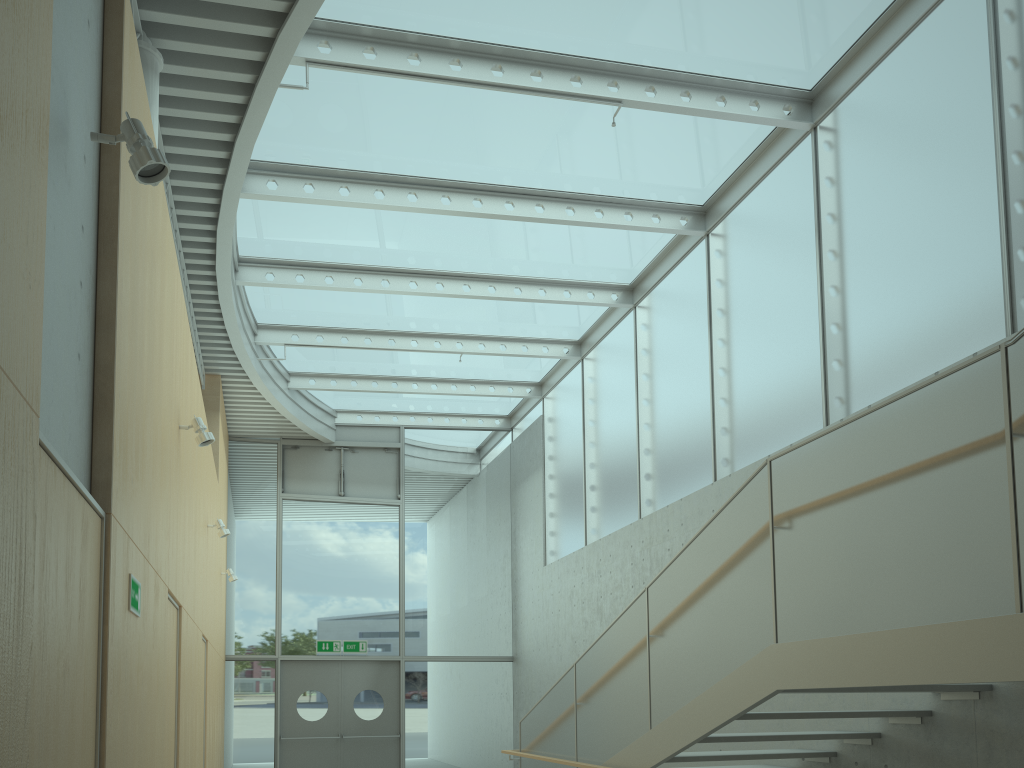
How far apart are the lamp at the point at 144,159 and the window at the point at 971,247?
4.84m

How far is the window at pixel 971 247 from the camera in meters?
5.6 m

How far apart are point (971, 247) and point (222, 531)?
6.9m

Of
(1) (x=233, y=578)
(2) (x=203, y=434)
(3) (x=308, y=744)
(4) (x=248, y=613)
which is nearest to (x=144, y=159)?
(2) (x=203, y=434)

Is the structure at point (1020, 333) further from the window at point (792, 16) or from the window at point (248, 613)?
the window at point (248, 613)

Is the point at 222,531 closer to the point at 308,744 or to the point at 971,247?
the point at 308,744

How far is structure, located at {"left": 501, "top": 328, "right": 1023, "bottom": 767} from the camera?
3.2m

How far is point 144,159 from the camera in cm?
295

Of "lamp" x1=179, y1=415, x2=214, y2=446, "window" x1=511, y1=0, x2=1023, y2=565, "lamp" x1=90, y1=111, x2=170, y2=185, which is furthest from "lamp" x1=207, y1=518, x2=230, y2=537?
"lamp" x1=90, y1=111, x2=170, y2=185

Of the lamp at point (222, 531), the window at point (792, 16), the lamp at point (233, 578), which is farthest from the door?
the lamp at point (222, 531)
